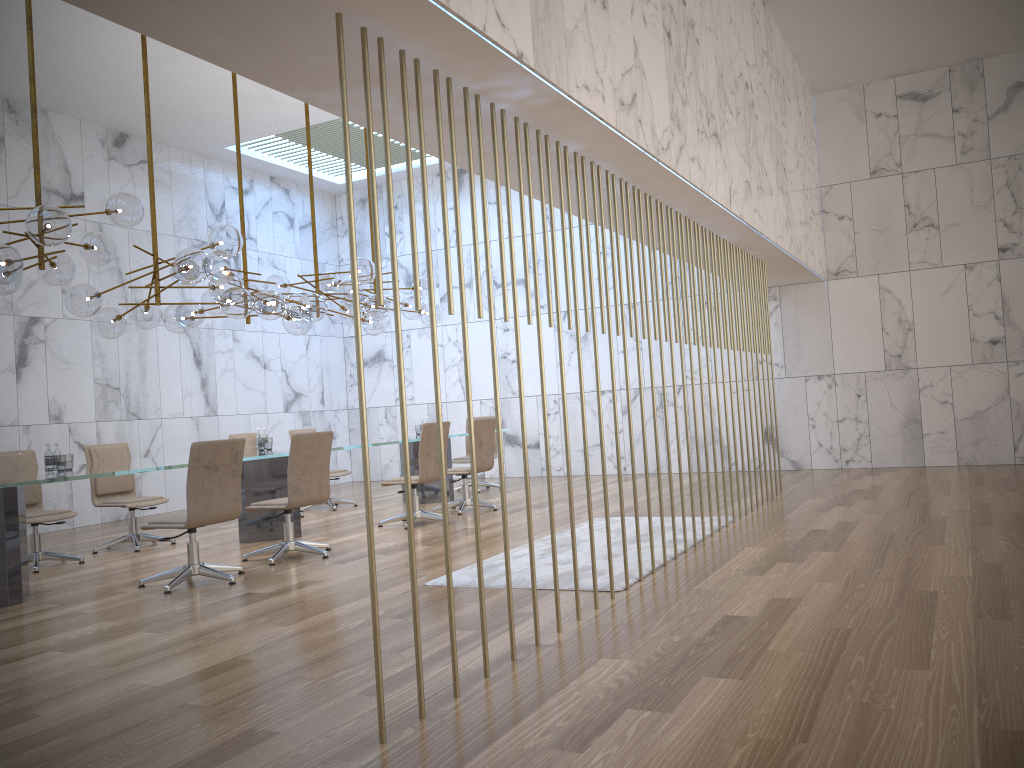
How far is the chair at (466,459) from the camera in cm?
1187

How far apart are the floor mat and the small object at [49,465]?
3.1 meters

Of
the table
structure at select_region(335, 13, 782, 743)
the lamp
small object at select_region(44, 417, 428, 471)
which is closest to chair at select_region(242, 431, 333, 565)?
the table

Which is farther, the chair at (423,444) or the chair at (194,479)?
the chair at (423,444)

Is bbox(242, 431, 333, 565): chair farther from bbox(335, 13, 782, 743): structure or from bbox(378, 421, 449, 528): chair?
bbox(335, 13, 782, 743): structure

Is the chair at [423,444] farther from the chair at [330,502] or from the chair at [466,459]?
the chair at [466,459]

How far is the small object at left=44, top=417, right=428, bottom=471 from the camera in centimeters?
649cm

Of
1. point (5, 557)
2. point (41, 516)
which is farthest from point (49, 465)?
point (41, 516)

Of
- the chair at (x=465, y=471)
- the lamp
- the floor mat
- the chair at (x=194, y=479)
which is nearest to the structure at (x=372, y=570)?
the floor mat

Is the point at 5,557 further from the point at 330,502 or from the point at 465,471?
the point at 330,502
